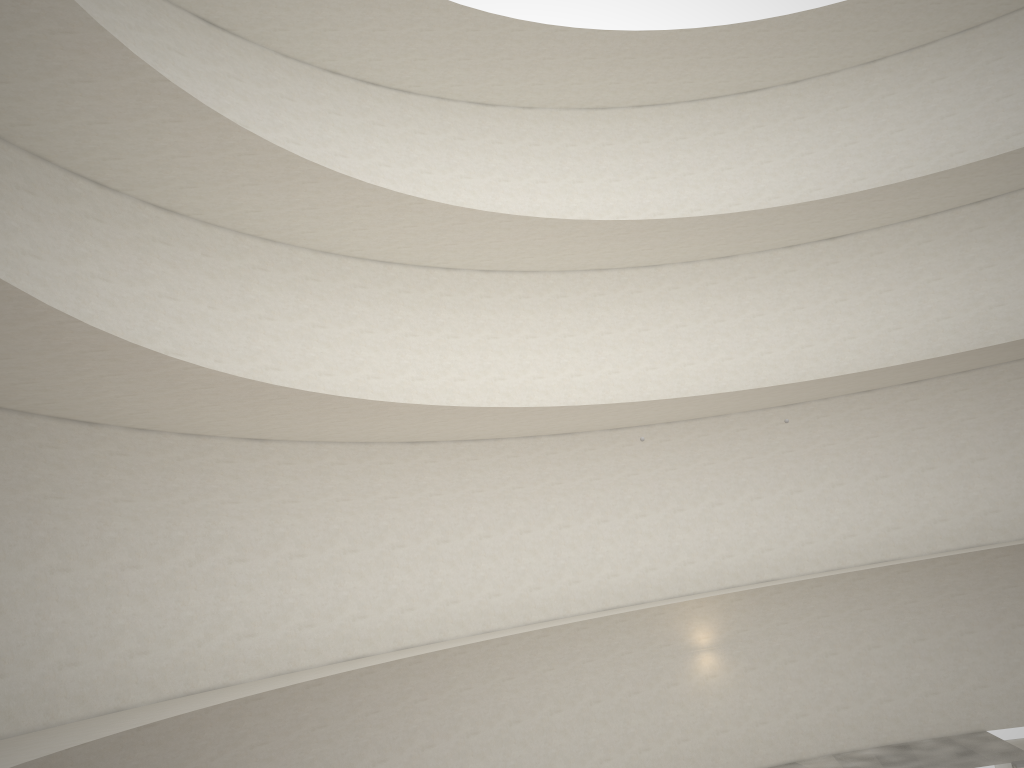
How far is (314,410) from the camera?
14.59m

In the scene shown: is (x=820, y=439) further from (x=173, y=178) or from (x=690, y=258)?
(x=173, y=178)
